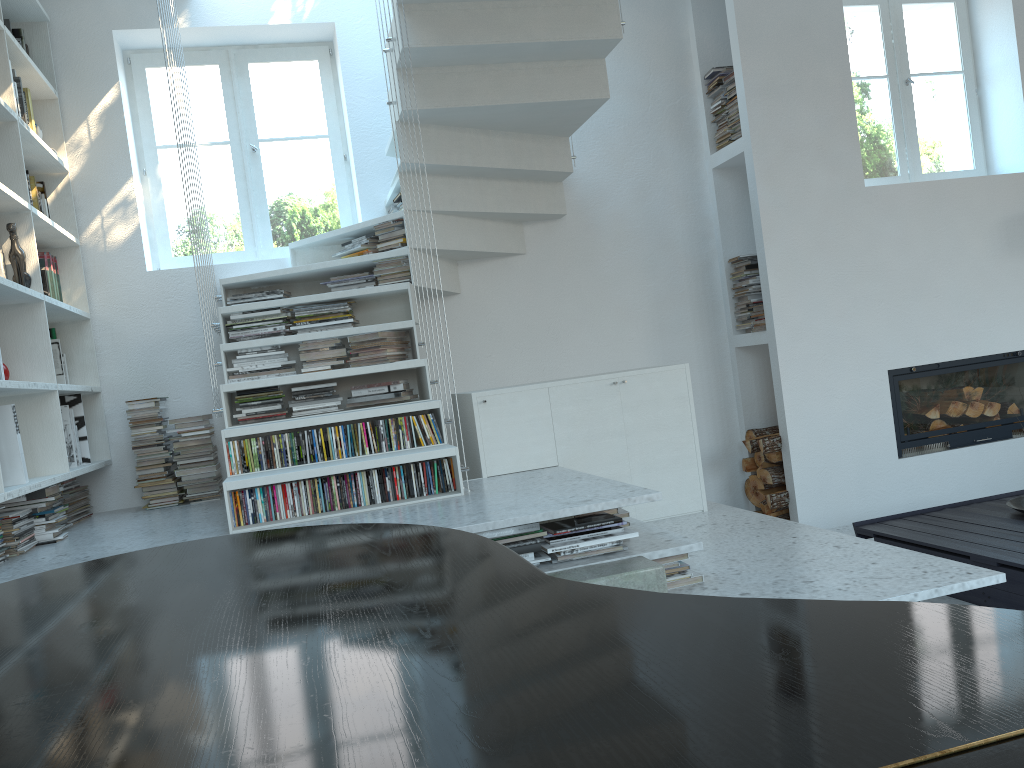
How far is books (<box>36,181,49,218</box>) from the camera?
4.34m

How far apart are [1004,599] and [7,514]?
3.60m

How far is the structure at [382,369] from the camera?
3.7 meters

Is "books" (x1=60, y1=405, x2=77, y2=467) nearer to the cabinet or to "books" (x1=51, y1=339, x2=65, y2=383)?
"books" (x1=51, y1=339, x2=65, y2=383)

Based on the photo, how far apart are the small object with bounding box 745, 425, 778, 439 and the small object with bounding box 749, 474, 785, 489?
0.25m

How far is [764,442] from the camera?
4.8 meters

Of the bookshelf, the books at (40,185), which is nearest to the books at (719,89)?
the bookshelf

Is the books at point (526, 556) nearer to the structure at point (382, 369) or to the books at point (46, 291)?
the structure at point (382, 369)

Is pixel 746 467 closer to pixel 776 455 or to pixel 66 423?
pixel 776 455

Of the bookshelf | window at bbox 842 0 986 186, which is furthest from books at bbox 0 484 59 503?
window at bbox 842 0 986 186
